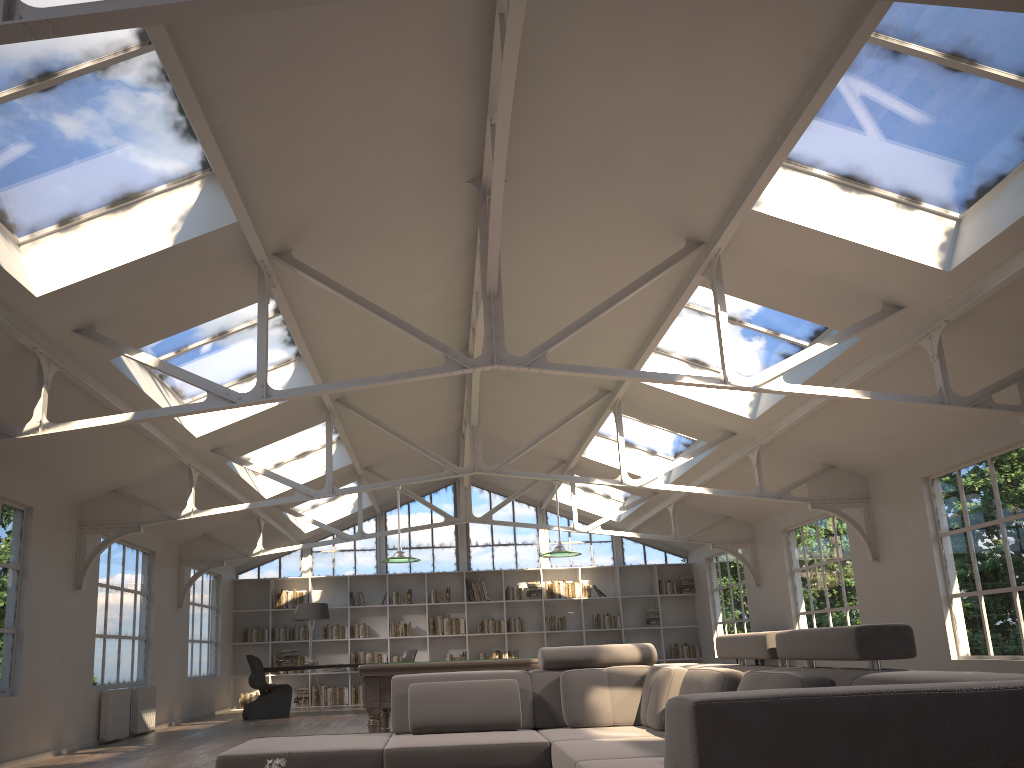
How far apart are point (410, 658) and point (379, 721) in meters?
6.4 m

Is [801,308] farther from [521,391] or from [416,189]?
[521,391]

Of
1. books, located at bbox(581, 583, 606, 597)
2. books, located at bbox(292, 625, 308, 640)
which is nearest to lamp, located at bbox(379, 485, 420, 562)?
books, located at bbox(292, 625, 308, 640)

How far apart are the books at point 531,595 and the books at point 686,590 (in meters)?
2.70

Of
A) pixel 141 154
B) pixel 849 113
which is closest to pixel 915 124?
pixel 849 113

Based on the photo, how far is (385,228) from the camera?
6.7m

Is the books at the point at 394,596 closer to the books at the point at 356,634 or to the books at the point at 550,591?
the books at the point at 356,634

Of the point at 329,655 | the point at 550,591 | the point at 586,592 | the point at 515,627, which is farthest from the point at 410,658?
the point at 586,592

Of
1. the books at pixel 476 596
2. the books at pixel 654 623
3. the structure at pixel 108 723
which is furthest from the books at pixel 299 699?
the books at pixel 654 623

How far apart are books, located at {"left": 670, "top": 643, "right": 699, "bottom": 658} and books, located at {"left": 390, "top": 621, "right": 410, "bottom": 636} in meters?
4.9
